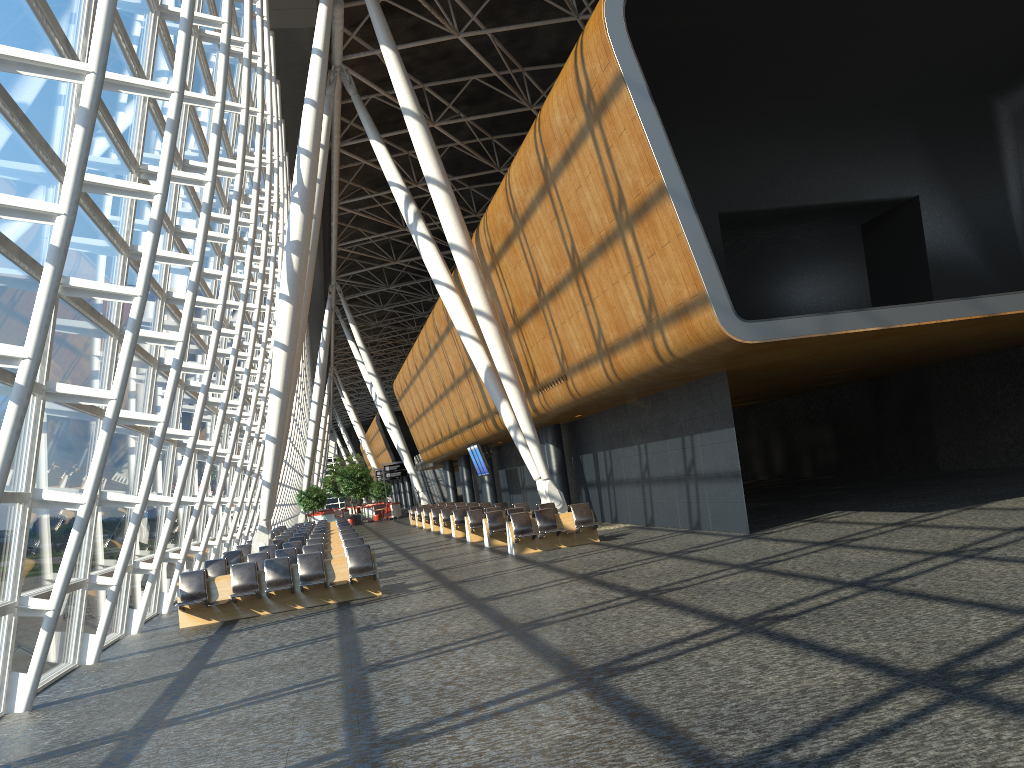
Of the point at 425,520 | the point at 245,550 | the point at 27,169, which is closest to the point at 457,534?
the point at 245,550

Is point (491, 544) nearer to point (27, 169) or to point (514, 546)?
point (514, 546)

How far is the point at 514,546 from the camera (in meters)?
18.44

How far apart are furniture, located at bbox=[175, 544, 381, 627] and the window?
0.8 meters

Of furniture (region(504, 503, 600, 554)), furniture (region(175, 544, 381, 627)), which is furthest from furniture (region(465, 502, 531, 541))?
furniture (region(175, 544, 381, 627))

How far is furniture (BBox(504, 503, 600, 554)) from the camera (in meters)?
18.44

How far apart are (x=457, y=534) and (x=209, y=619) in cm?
1353

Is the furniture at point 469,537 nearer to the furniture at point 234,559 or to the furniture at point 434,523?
the furniture at point 234,559

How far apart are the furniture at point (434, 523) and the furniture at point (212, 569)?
14.9m

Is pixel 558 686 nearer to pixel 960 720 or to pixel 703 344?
pixel 960 720
